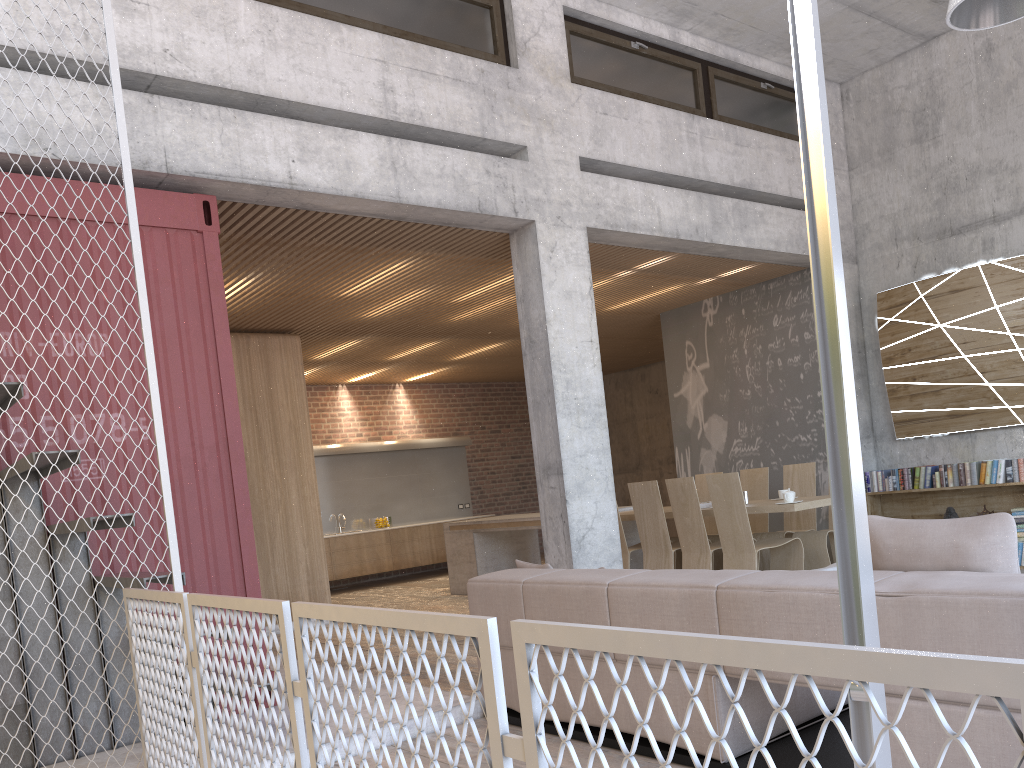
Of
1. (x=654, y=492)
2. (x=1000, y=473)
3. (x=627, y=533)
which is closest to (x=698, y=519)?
(x=654, y=492)

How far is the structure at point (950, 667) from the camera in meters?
0.9 m

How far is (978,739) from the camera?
2.6m

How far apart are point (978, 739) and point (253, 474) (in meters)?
7.78

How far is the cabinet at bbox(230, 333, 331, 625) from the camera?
9.2m

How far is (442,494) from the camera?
14.8m

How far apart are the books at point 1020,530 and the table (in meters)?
2.13

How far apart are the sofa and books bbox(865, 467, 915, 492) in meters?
5.6

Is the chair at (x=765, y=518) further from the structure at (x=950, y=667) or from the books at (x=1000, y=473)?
the structure at (x=950, y=667)

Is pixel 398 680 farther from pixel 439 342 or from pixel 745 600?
pixel 439 342
